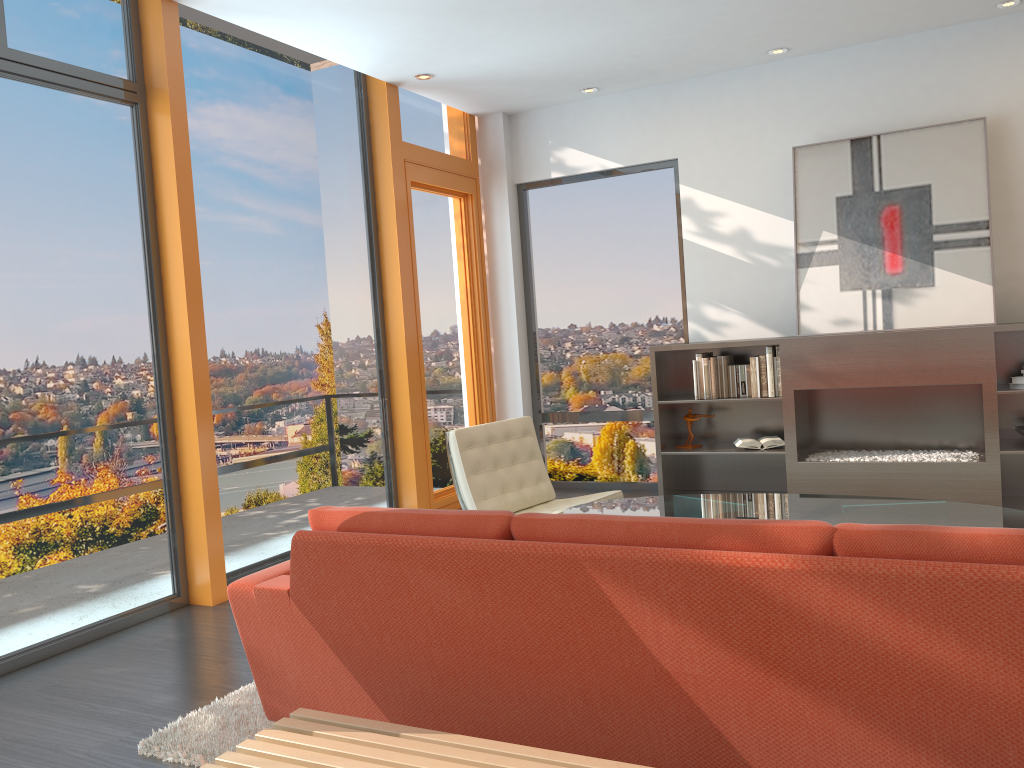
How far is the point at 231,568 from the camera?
5.0 meters

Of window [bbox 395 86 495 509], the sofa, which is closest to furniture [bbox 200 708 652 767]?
the sofa

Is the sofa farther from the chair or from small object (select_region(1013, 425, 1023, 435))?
small object (select_region(1013, 425, 1023, 435))

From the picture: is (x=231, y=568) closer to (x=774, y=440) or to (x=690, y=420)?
(x=690, y=420)

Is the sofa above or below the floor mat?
above

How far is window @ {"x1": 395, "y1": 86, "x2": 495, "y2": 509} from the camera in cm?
657

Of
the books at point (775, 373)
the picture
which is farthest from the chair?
the picture

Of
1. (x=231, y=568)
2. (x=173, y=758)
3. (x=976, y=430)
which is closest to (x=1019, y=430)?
(x=976, y=430)

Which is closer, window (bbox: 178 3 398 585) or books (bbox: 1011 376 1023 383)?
window (bbox: 178 3 398 585)

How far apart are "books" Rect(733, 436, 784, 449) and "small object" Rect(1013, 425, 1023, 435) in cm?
141
